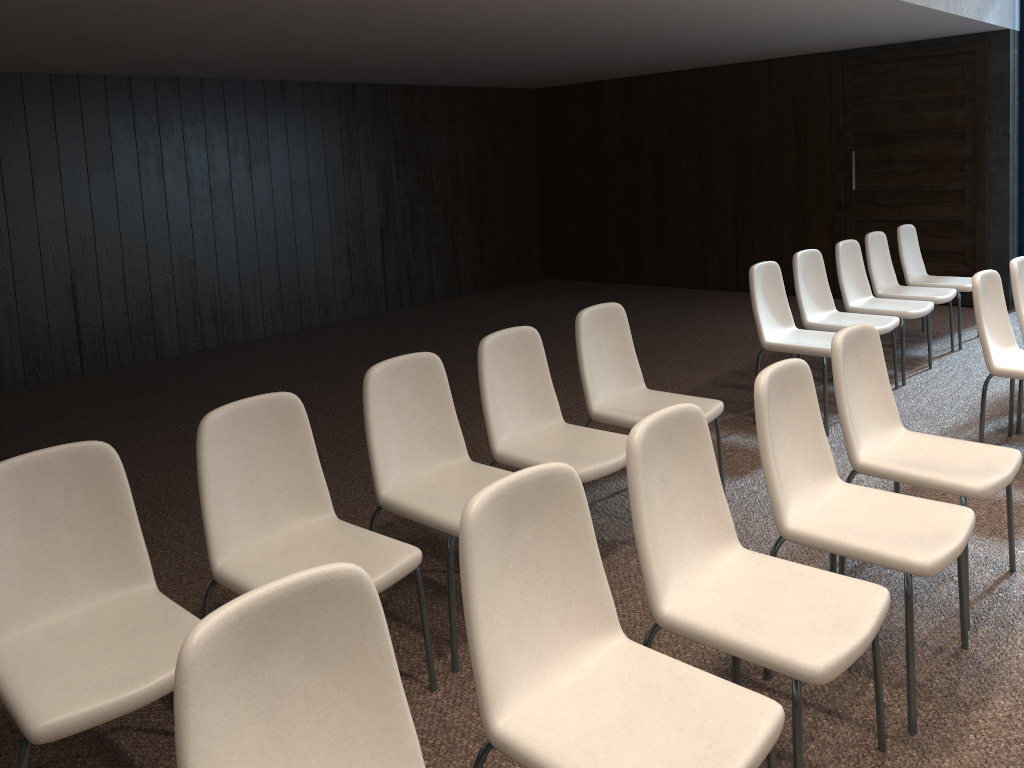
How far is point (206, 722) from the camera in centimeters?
142cm

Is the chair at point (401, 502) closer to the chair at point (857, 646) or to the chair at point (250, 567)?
the chair at point (250, 567)

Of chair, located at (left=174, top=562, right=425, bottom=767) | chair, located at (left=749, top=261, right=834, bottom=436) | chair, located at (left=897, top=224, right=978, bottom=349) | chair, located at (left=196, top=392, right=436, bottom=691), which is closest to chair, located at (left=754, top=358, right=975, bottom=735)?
chair, located at (left=196, top=392, right=436, bottom=691)

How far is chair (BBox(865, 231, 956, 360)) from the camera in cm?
618

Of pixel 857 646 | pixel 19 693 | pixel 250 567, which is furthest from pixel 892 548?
pixel 19 693

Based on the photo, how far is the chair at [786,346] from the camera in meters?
4.9 m

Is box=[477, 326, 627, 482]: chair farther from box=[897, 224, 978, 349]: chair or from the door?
the door

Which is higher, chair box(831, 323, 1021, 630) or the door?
the door

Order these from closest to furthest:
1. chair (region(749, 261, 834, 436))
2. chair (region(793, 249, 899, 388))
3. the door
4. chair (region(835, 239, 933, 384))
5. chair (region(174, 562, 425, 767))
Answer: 1. chair (region(174, 562, 425, 767))
2. chair (region(749, 261, 834, 436))
3. chair (region(793, 249, 899, 388))
4. chair (region(835, 239, 933, 384))
5. the door

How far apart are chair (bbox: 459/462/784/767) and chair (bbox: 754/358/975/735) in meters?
0.7
